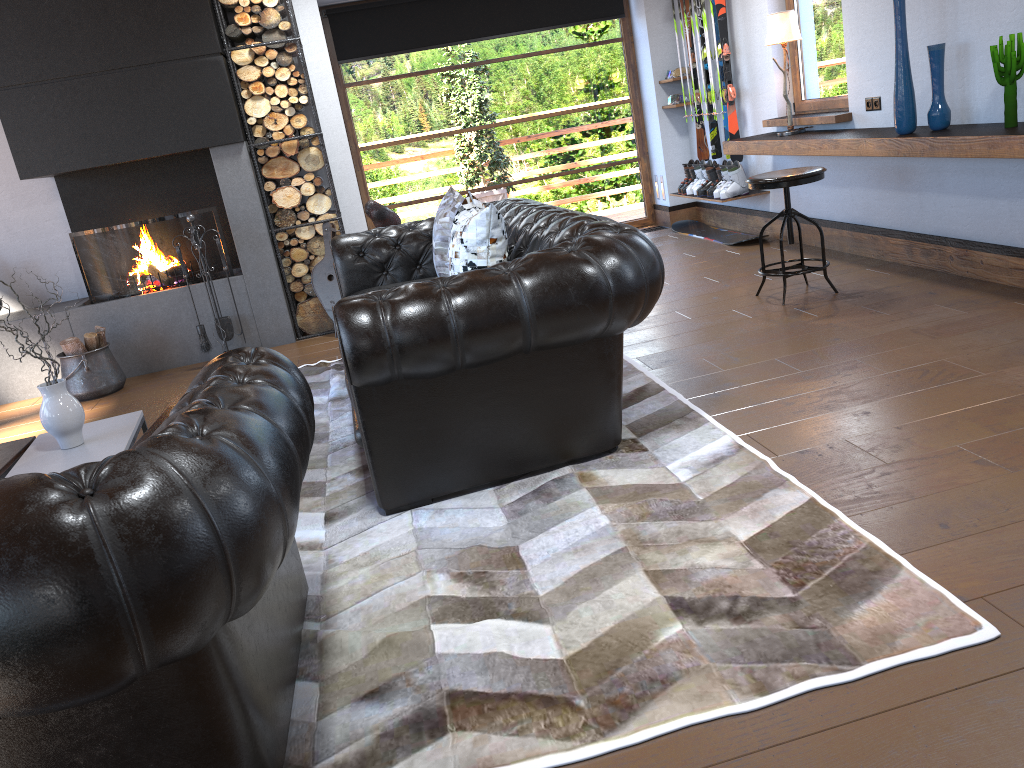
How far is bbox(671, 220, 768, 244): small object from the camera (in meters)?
7.19

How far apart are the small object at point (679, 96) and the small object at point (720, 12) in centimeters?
98cm

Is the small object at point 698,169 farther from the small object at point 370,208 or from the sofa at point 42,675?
the sofa at point 42,675

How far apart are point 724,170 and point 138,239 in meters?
4.4

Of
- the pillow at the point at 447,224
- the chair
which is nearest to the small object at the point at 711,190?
the chair

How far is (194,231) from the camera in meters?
5.8

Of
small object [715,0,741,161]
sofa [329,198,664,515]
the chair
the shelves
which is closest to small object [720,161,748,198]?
the shelves

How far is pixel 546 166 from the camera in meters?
8.4

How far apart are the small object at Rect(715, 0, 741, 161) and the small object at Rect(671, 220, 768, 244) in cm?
80

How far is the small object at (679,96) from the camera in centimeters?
778cm
